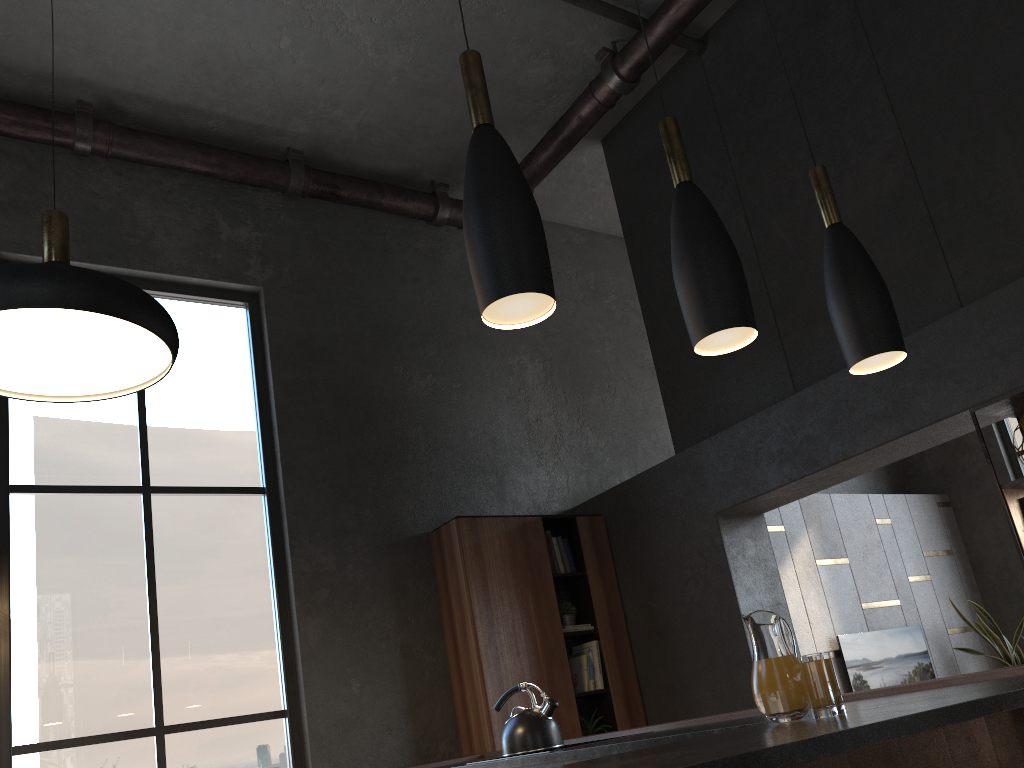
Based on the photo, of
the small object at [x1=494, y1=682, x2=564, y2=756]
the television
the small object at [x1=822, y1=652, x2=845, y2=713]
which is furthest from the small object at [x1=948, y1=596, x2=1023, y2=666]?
the small object at [x1=494, y1=682, x2=564, y2=756]

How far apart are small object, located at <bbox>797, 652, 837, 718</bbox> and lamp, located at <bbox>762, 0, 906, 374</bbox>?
0.8m

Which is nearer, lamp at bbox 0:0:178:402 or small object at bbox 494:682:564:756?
lamp at bbox 0:0:178:402

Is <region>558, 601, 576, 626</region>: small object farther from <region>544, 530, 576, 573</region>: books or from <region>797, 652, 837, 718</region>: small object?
<region>797, 652, 837, 718</region>: small object

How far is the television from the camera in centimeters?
667cm

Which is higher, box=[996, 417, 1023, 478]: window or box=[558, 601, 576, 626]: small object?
box=[996, 417, 1023, 478]: window

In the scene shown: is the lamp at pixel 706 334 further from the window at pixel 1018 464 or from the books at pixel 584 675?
the window at pixel 1018 464

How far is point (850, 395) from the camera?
4.5 meters

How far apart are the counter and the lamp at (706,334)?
0.8m

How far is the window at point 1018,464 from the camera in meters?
8.0 m
